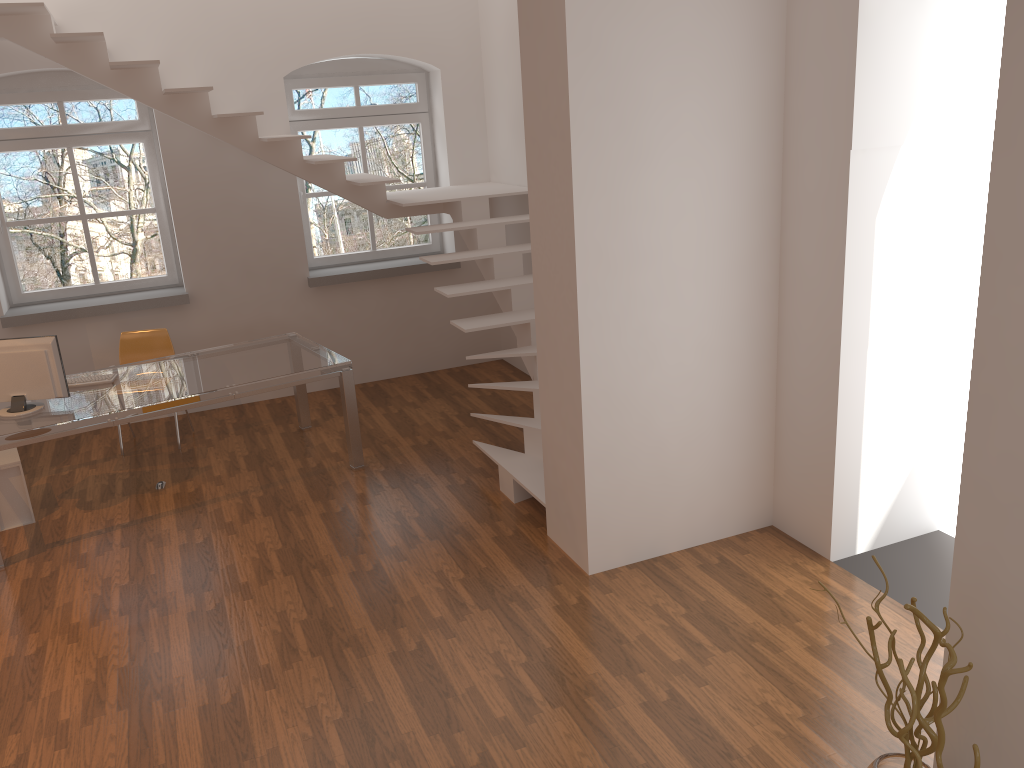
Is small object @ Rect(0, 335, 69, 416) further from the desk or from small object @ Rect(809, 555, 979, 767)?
small object @ Rect(809, 555, 979, 767)

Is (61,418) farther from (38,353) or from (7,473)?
(7,473)

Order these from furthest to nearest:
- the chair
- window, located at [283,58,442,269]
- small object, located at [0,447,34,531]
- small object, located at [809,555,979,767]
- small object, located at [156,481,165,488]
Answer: window, located at [283,58,442,269]
the chair
small object, located at [156,481,165,488]
small object, located at [0,447,34,531]
small object, located at [809,555,979,767]

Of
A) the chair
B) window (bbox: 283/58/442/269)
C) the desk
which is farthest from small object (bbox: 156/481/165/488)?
window (bbox: 283/58/442/269)

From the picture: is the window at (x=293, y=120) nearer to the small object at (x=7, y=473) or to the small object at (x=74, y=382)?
the small object at (x=74, y=382)

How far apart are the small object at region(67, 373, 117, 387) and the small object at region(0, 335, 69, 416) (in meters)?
0.37

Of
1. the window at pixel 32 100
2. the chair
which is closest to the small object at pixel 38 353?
the chair

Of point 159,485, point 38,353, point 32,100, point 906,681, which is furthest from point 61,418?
point 906,681

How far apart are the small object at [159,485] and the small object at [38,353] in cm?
94

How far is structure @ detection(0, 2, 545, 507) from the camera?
5.5 meters
